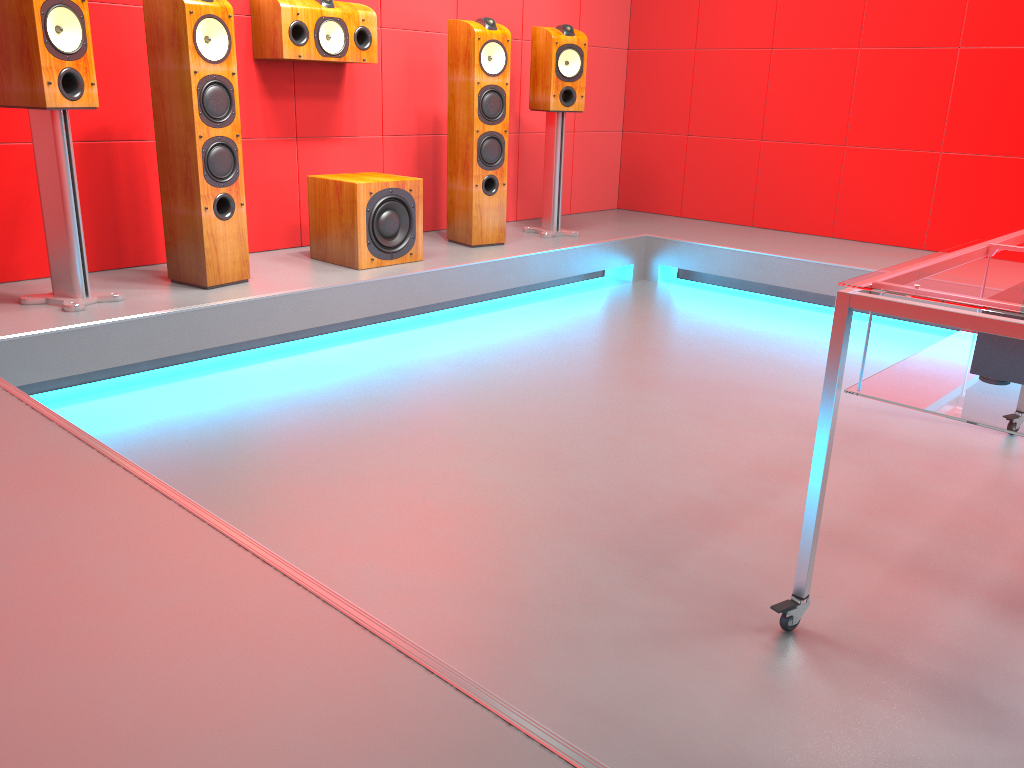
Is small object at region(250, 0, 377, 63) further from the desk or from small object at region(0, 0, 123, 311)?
the desk

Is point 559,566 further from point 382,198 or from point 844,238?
point 844,238

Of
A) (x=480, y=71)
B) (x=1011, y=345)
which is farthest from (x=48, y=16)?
(x=1011, y=345)

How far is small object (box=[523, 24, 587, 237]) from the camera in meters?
4.4 m

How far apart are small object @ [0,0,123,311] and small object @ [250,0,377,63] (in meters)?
0.95

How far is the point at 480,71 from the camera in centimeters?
408cm

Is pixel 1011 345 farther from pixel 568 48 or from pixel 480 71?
pixel 568 48

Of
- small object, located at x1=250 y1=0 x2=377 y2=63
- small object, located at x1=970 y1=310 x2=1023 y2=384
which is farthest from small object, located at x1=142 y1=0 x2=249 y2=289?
small object, located at x1=970 y1=310 x2=1023 y2=384

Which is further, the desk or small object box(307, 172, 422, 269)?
small object box(307, 172, 422, 269)

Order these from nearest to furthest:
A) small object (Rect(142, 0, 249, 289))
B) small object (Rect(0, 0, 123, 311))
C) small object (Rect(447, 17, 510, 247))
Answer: small object (Rect(0, 0, 123, 311)) < small object (Rect(142, 0, 249, 289)) < small object (Rect(447, 17, 510, 247))
